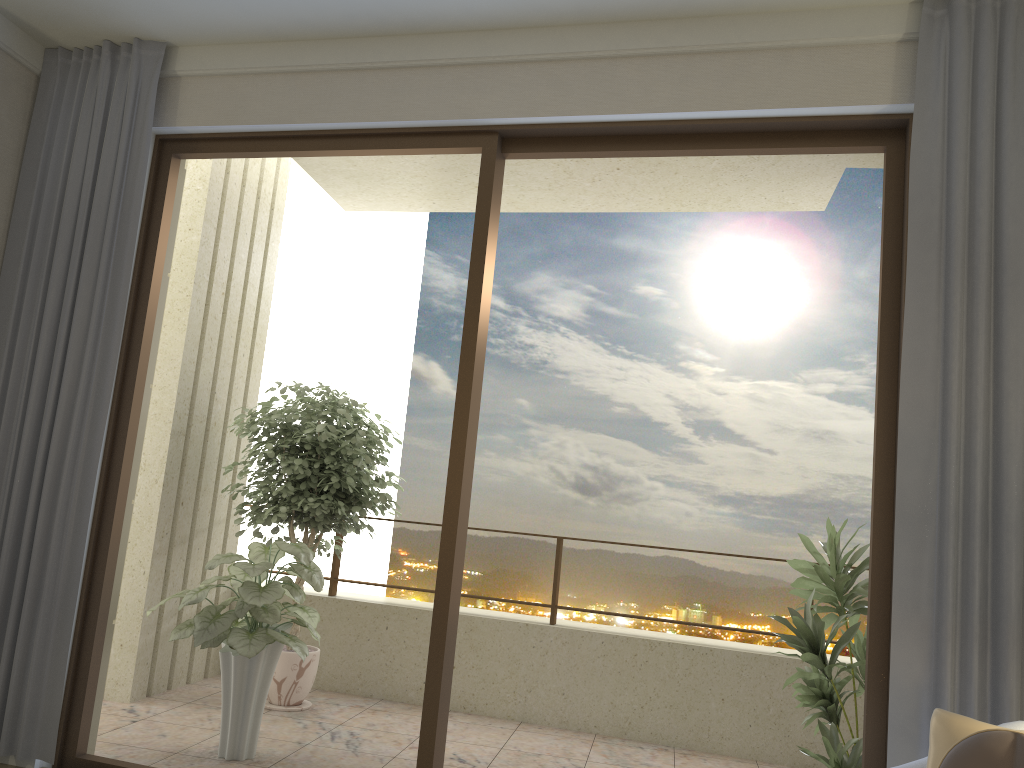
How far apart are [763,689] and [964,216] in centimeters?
315cm

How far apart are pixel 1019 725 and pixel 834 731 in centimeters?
127cm

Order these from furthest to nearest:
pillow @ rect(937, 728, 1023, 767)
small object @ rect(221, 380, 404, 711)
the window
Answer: small object @ rect(221, 380, 404, 711)
the window
pillow @ rect(937, 728, 1023, 767)

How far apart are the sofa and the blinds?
0.41m

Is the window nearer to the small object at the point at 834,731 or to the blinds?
the blinds

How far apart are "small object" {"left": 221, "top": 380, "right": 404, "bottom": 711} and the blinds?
1.3 meters

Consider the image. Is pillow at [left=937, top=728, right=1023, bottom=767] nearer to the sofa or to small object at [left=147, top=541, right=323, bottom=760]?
the sofa

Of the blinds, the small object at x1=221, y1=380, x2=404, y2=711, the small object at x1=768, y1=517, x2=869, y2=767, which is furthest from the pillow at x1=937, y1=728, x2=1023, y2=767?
the small object at x1=221, y1=380, x2=404, y2=711

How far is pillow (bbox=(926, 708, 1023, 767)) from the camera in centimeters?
220cm

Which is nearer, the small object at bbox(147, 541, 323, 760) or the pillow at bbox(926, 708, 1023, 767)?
the pillow at bbox(926, 708, 1023, 767)
